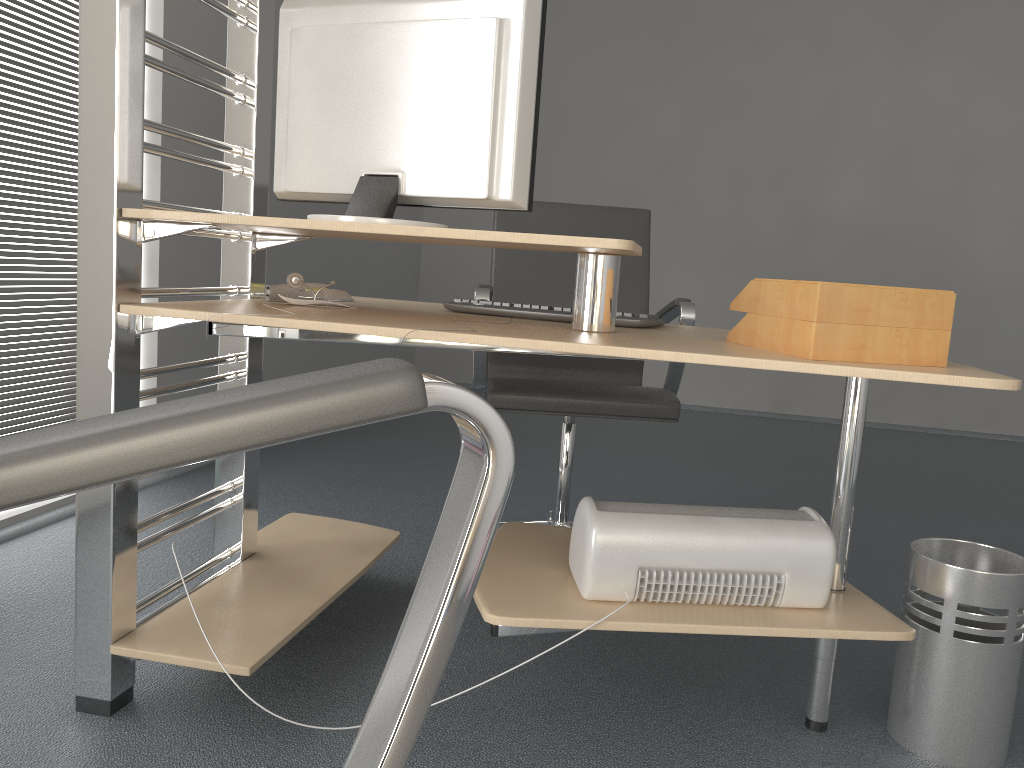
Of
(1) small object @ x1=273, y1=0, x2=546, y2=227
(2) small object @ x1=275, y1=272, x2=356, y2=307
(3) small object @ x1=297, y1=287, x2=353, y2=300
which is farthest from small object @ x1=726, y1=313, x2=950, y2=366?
(3) small object @ x1=297, y1=287, x2=353, y2=300

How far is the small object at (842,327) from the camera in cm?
132

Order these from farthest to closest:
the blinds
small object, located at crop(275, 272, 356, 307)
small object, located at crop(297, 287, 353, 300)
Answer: the blinds, small object, located at crop(297, 287, 353, 300), small object, located at crop(275, 272, 356, 307)

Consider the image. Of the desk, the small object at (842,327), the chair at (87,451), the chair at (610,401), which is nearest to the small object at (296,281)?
the desk

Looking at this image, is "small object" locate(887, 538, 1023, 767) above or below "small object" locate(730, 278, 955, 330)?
below

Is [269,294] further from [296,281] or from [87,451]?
[87,451]

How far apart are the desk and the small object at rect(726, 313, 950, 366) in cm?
3

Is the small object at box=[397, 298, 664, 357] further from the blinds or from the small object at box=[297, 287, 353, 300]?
the blinds

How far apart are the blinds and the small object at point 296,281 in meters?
1.2 m

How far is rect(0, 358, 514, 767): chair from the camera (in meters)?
0.35
